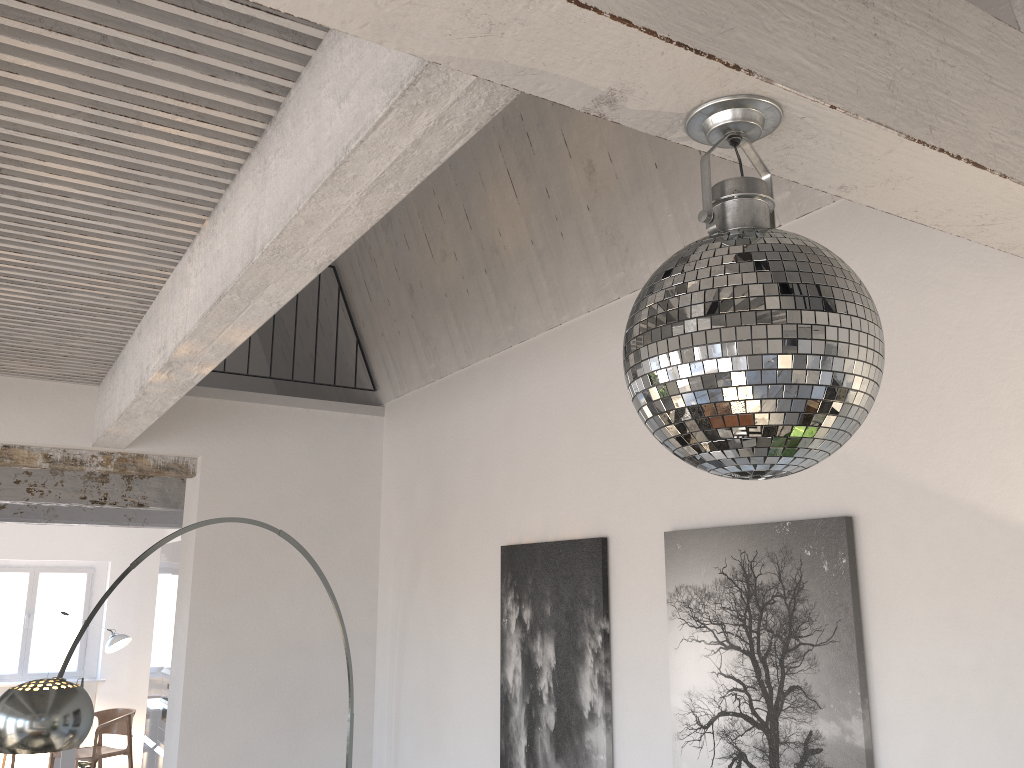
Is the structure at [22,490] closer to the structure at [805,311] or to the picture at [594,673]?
the picture at [594,673]

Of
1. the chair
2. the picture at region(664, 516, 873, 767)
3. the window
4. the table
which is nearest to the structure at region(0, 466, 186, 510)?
the chair

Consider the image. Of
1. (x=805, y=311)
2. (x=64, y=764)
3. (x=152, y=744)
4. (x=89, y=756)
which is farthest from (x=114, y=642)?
(x=805, y=311)

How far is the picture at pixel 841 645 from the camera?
2.4 meters

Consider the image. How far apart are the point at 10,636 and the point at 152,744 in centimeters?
502cm

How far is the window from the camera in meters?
10.8

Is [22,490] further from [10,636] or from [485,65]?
[485,65]

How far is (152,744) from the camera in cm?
697

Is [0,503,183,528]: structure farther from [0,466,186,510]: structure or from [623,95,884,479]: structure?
[623,95,884,479]: structure

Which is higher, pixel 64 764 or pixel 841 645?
pixel 841 645
